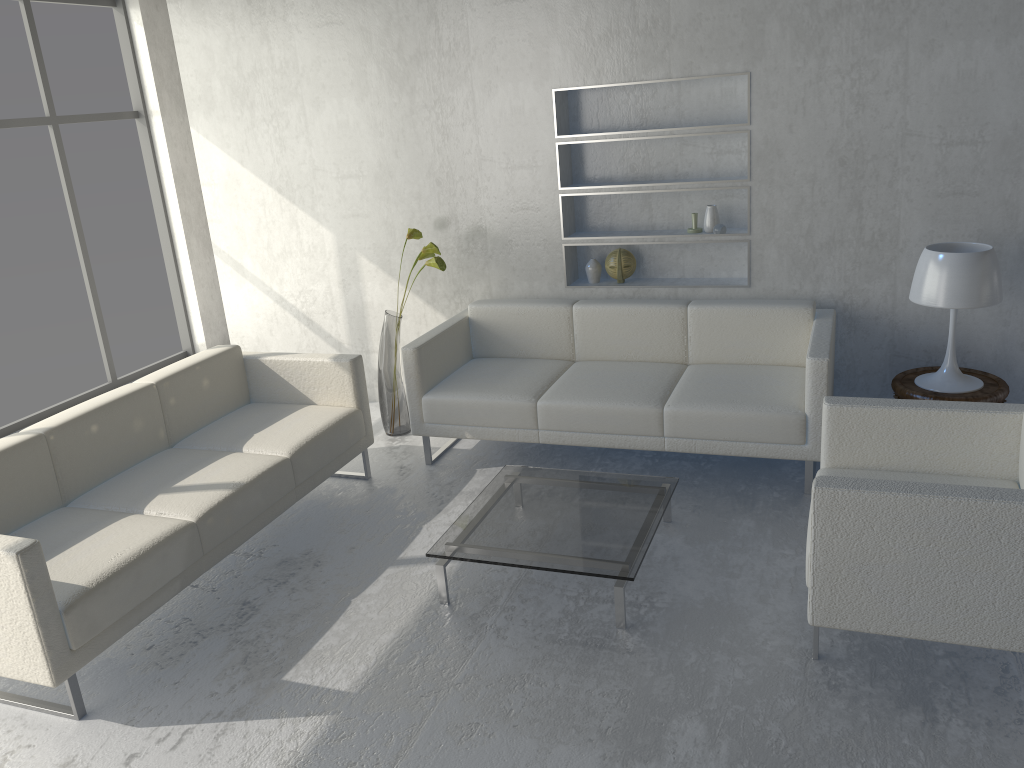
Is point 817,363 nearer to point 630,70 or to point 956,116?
point 956,116

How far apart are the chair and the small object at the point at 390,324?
2.1m

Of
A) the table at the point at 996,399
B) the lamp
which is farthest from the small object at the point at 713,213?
the table at the point at 996,399

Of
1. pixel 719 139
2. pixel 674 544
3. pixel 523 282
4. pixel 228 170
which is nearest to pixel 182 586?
pixel 674 544

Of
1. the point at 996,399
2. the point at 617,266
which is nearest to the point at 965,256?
the point at 996,399

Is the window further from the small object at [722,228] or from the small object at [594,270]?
the small object at [722,228]

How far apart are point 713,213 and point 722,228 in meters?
0.1

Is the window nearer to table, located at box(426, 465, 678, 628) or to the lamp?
table, located at box(426, 465, 678, 628)

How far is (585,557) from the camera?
2.9 meters

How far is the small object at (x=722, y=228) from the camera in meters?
4.3
